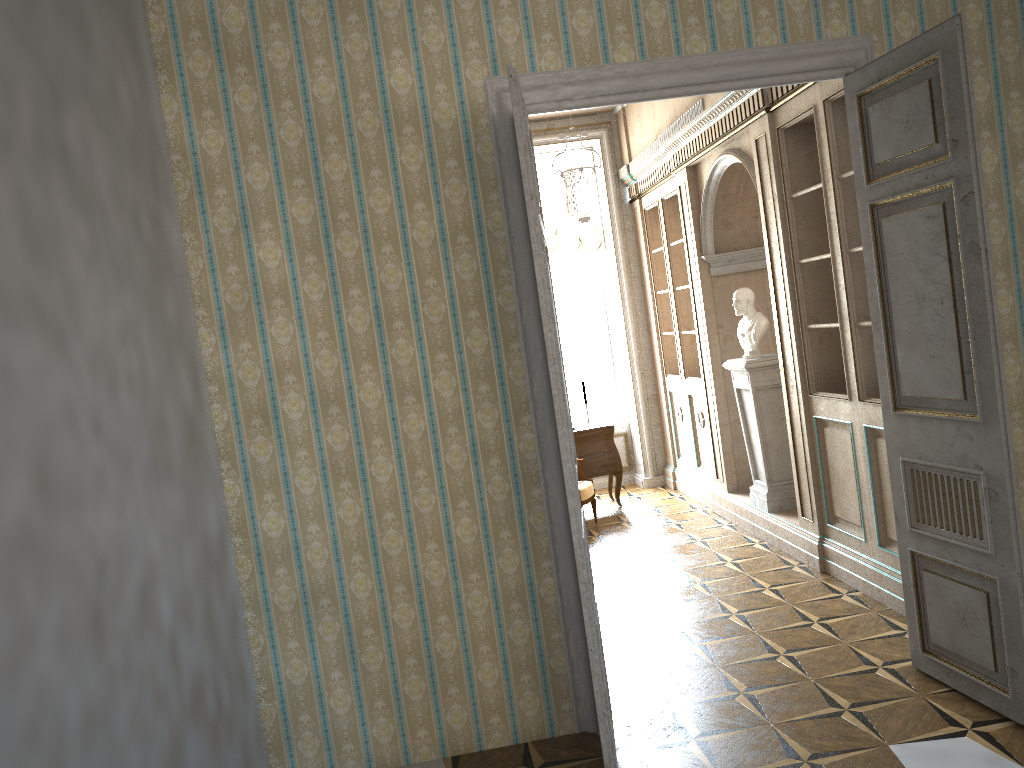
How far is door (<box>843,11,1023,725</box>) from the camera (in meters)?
3.24

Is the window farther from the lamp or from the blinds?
the lamp

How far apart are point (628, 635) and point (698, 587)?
0.9m

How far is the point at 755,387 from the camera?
6.3m

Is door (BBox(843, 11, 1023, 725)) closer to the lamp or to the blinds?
the lamp

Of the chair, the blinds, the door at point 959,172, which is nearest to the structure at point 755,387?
the chair

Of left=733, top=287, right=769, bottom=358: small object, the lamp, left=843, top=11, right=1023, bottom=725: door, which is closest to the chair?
left=733, top=287, right=769, bottom=358: small object

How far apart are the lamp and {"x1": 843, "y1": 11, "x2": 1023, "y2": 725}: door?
1.8 meters

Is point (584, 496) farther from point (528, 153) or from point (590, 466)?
point (528, 153)

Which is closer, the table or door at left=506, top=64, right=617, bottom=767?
door at left=506, top=64, right=617, bottom=767
